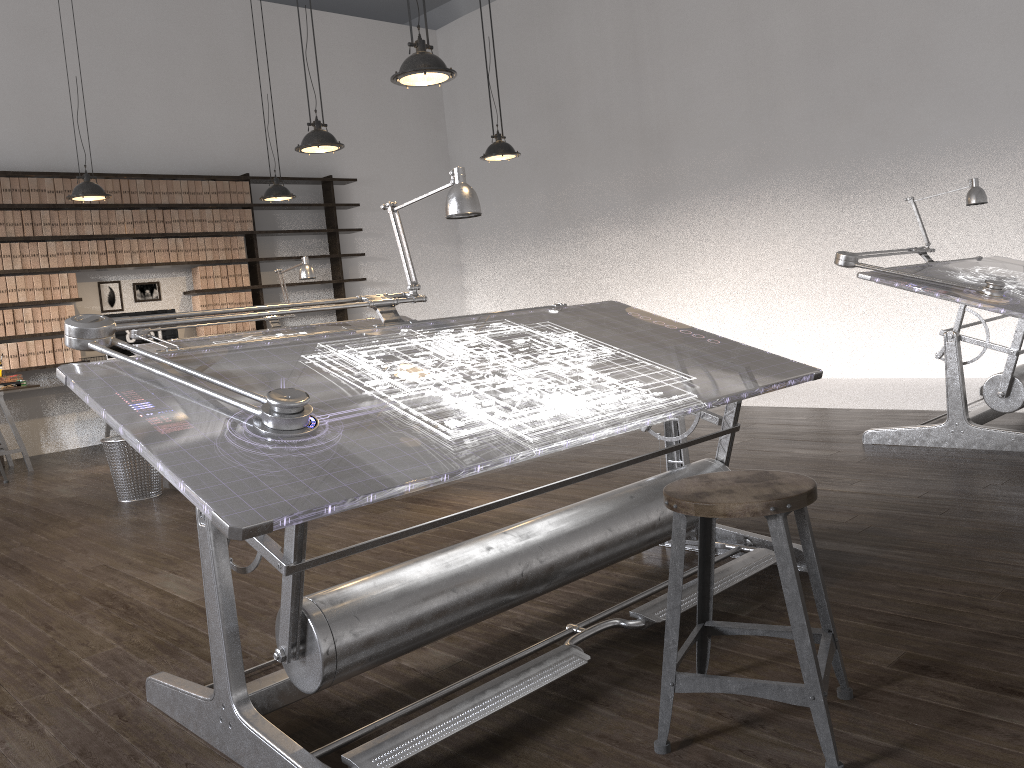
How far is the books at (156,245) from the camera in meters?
8.2 m

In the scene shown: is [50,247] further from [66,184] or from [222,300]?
[222,300]

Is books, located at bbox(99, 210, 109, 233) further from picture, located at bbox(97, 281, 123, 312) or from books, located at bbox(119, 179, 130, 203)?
picture, located at bbox(97, 281, 123, 312)

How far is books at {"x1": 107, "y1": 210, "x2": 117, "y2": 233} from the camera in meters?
7.9 m

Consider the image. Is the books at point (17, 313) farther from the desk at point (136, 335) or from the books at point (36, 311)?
the desk at point (136, 335)

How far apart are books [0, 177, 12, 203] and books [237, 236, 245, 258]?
2.05m

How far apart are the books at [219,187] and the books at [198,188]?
0.2m

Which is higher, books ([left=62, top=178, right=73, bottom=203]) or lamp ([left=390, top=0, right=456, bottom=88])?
books ([left=62, top=178, right=73, bottom=203])

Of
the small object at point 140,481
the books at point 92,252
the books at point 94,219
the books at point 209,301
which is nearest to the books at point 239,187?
the books at point 209,301

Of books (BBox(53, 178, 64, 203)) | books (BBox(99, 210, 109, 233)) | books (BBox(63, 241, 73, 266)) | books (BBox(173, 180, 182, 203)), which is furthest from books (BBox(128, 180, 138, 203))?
books (BBox(63, 241, 73, 266))
